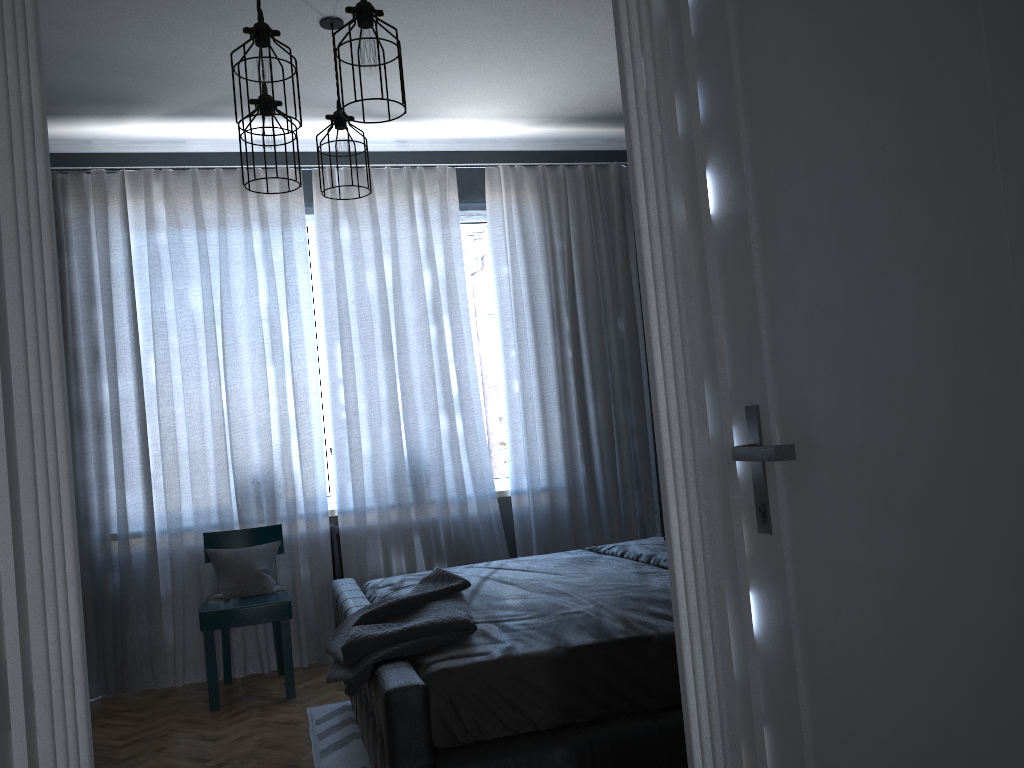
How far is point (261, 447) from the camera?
4.8m

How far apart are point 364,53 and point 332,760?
2.5m

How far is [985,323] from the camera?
0.98m

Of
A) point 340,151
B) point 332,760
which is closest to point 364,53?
point 340,151

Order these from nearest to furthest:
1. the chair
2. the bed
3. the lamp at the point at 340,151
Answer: the bed < the lamp at the point at 340,151 < the chair

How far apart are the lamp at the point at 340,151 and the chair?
2.04m

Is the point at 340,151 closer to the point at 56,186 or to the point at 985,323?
the point at 56,186

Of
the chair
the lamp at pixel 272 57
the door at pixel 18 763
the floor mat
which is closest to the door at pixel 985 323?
the door at pixel 18 763

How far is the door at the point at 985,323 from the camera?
1.0m

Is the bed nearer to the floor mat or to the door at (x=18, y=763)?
the floor mat
